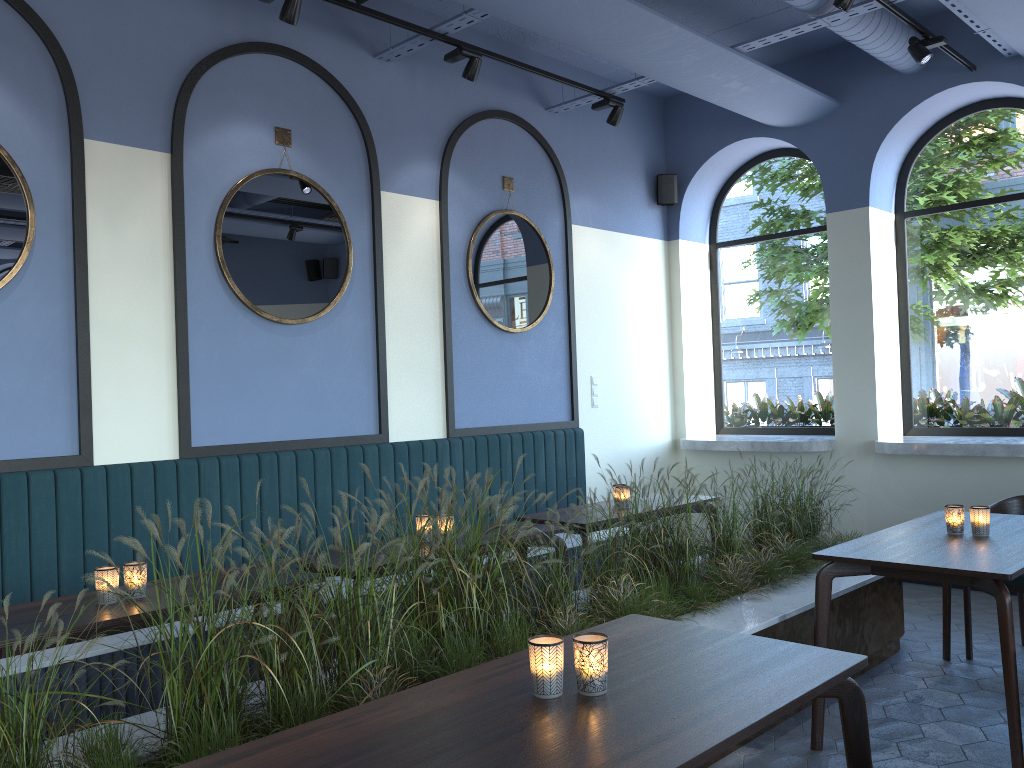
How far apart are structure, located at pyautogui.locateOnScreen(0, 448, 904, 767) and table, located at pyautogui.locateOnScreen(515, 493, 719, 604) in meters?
0.3 m

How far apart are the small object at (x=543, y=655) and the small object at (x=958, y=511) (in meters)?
2.50

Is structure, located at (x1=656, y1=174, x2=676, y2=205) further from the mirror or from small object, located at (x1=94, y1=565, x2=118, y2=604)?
small object, located at (x1=94, y1=565, x2=118, y2=604)

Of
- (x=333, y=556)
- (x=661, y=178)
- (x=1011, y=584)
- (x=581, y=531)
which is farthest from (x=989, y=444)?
(x=333, y=556)

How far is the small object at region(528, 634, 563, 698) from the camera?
1.9m

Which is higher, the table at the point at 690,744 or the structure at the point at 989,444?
the structure at the point at 989,444

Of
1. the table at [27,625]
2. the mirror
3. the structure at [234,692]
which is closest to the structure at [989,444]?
the structure at [234,692]

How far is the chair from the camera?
4.3 meters

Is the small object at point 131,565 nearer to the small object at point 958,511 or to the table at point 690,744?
the table at point 690,744

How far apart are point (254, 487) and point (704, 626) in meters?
2.9 m
